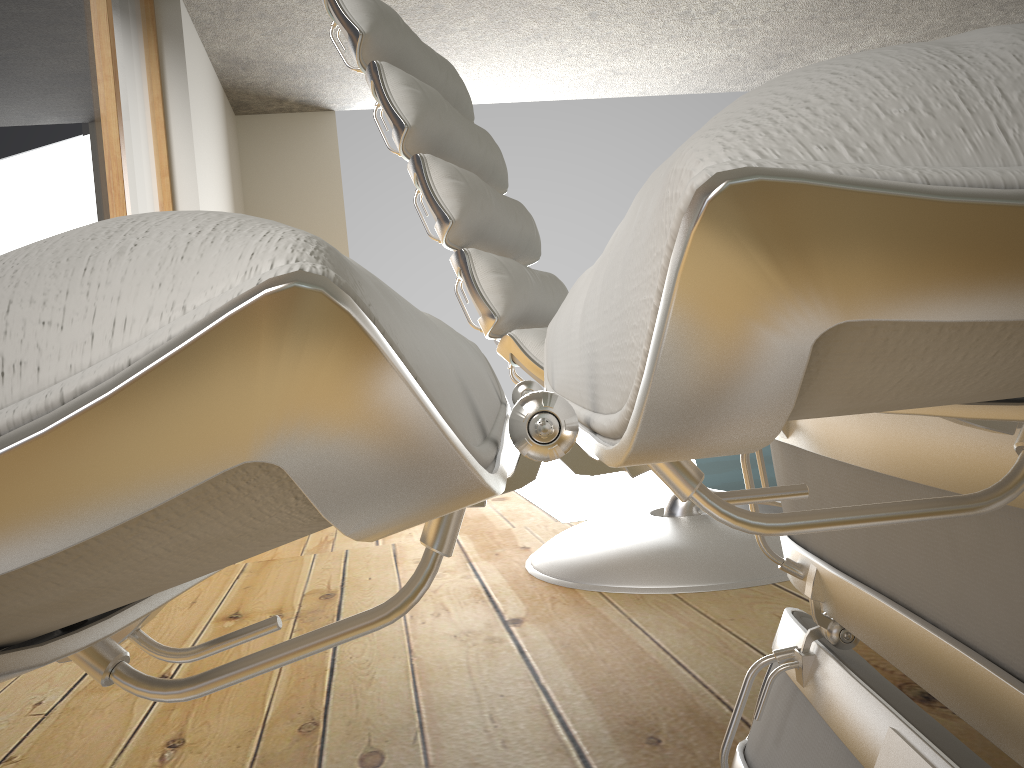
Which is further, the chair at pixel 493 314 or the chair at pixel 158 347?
the chair at pixel 493 314

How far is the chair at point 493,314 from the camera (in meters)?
1.28

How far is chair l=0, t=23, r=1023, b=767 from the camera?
0.1m

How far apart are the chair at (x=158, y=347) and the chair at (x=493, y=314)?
0.6m

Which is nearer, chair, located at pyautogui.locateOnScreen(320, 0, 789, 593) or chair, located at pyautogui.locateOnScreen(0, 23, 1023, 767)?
chair, located at pyautogui.locateOnScreen(0, 23, 1023, 767)

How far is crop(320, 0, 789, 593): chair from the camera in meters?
1.3 m

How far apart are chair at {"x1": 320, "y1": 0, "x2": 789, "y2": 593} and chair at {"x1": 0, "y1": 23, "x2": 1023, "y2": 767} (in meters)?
0.60

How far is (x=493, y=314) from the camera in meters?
1.3
